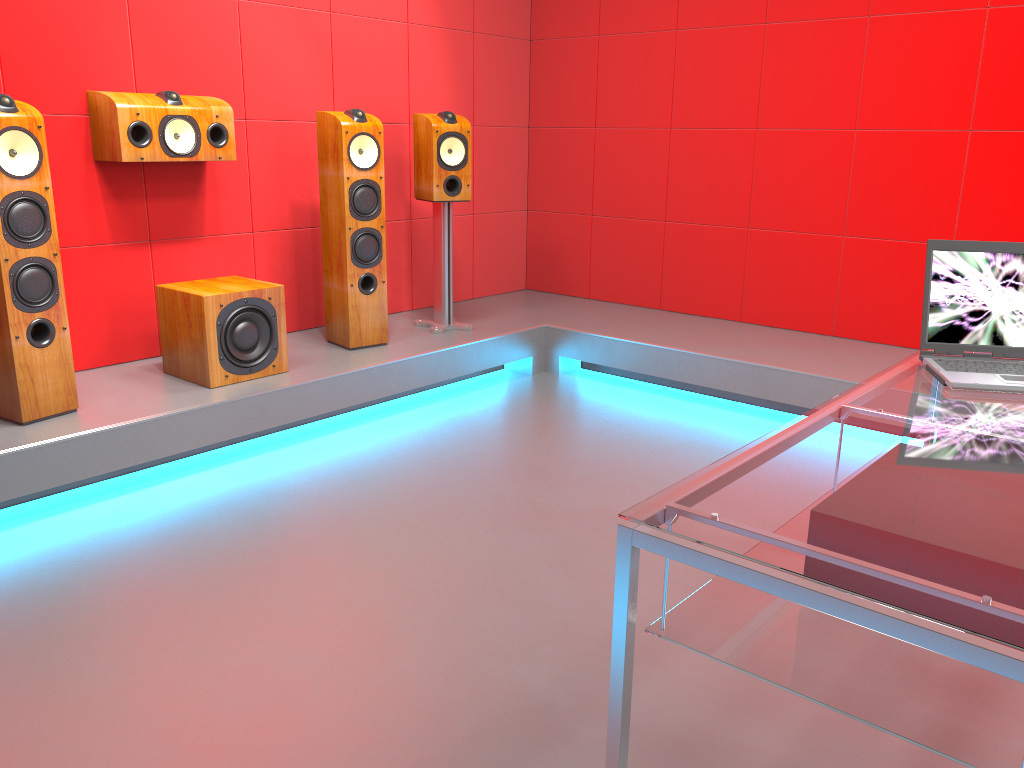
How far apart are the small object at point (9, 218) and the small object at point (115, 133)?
0.5m

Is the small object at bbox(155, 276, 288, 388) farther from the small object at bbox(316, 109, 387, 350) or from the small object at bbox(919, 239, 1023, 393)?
the small object at bbox(919, 239, 1023, 393)

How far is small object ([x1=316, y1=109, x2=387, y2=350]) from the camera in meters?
3.8

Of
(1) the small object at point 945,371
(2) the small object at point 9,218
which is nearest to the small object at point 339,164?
(2) the small object at point 9,218

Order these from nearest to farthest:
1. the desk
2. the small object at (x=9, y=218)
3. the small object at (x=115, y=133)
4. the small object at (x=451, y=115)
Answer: the desk < the small object at (x=9, y=218) < the small object at (x=115, y=133) < the small object at (x=451, y=115)

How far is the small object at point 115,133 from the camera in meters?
3.3 m

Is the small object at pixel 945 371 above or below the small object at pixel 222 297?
above

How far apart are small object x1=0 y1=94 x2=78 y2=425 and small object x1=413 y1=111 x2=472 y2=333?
1.8m

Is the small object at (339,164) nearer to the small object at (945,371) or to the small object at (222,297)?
the small object at (222,297)

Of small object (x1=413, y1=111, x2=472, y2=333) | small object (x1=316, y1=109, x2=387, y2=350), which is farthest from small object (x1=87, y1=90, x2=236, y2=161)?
small object (x1=413, y1=111, x2=472, y2=333)
